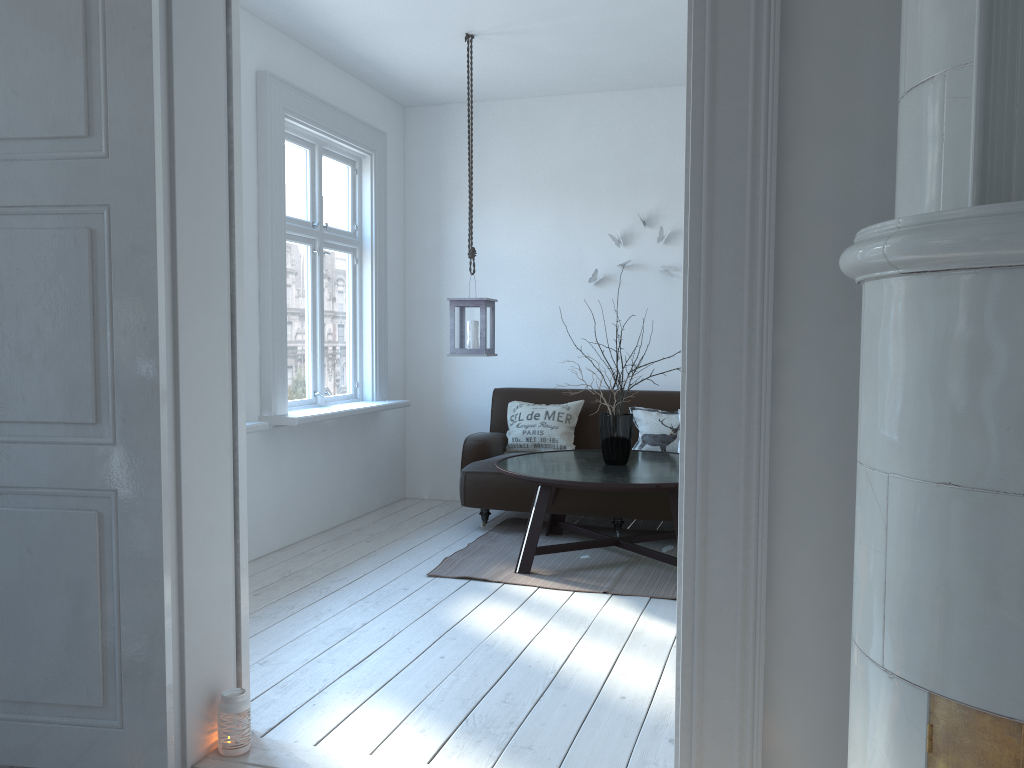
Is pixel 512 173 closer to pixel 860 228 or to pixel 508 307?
pixel 508 307

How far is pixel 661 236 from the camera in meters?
5.8 m

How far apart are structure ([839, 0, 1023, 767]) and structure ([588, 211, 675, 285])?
4.36m

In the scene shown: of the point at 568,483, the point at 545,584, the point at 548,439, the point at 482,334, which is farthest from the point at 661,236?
the point at 545,584

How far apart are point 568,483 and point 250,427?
1.5m

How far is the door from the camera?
1.8 meters

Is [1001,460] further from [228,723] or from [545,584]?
[545,584]

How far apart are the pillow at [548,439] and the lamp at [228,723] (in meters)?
3.32

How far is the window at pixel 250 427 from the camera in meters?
4.2

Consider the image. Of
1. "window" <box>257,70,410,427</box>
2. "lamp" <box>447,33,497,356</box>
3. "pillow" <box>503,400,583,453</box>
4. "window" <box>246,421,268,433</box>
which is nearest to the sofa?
"pillow" <box>503,400,583,453</box>
